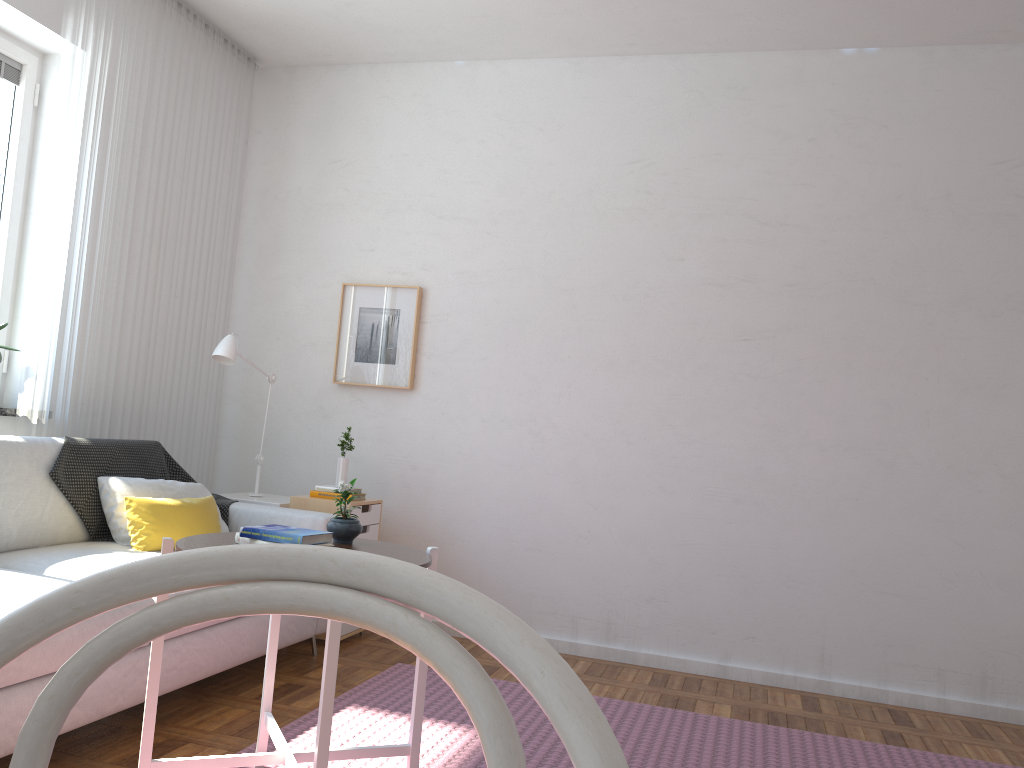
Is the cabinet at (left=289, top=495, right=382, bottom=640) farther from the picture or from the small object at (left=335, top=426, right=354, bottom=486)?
the picture

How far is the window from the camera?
3.7m

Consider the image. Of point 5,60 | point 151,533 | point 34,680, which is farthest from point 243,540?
point 5,60

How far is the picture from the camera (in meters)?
4.51

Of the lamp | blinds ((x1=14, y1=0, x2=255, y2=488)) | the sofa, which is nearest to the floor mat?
the sofa

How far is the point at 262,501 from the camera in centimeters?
409cm

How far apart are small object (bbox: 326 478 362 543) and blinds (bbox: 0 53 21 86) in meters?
2.6 m

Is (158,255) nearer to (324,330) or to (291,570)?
(324,330)

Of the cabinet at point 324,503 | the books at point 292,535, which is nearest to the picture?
the cabinet at point 324,503

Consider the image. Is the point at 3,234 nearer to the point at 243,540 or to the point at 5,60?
the point at 5,60
